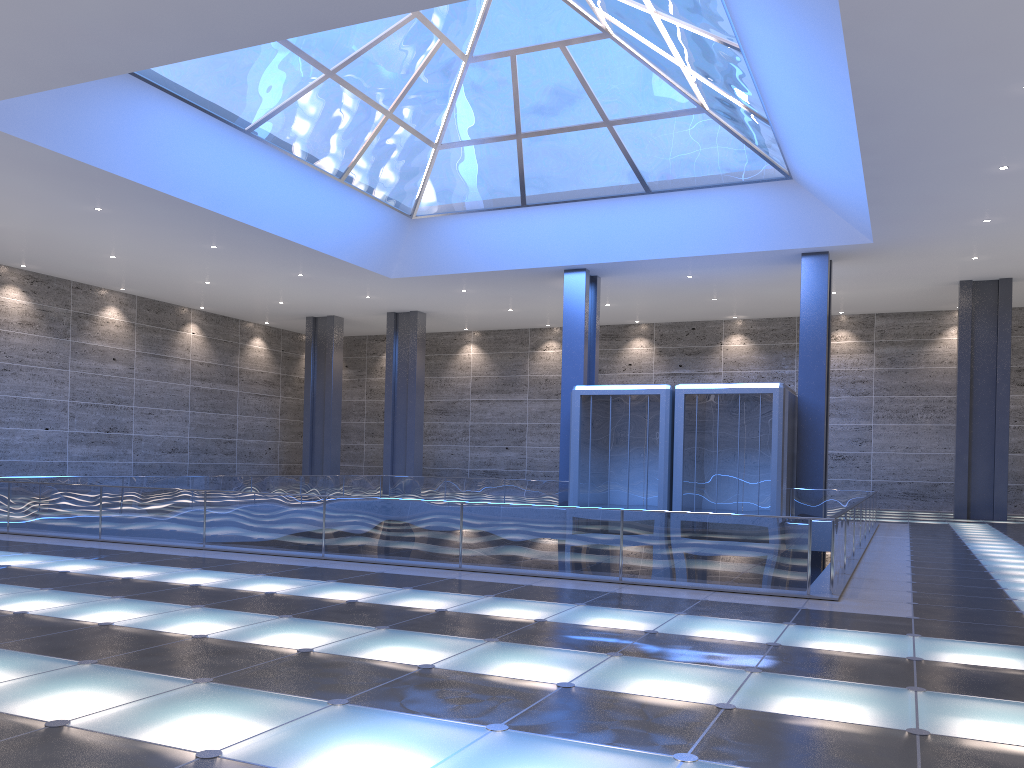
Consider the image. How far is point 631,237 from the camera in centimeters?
3169cm
